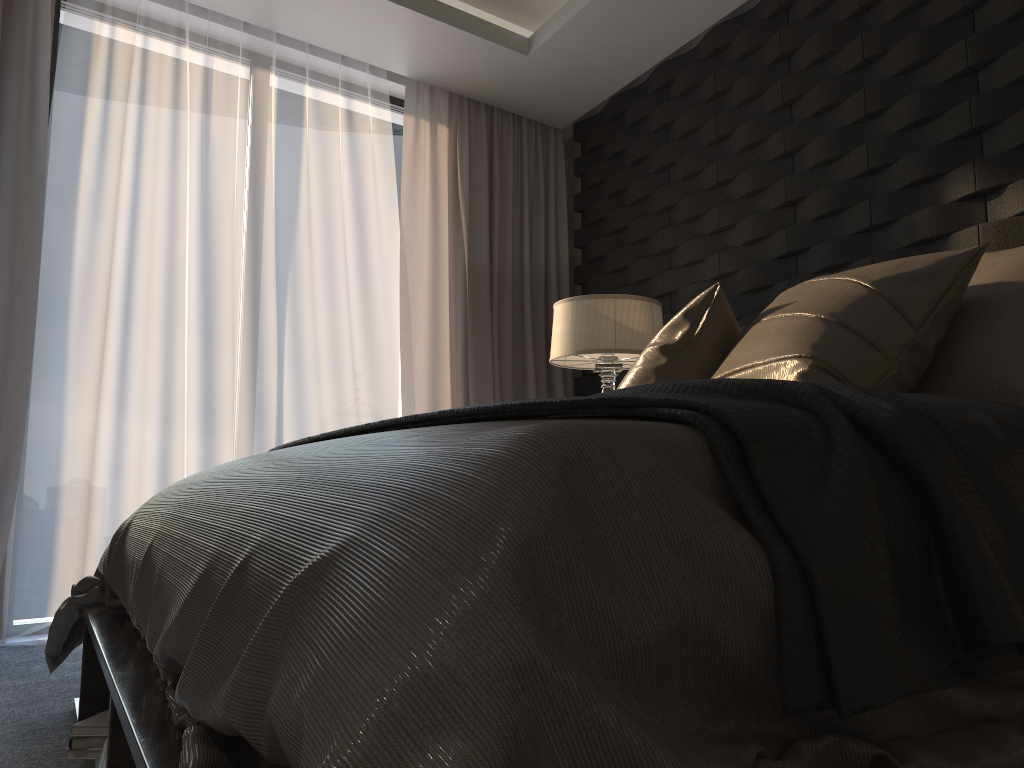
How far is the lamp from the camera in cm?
324

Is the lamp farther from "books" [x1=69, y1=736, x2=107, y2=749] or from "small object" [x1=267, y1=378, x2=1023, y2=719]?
"books" [x1=69, y1=736, x2=107, y2=749]

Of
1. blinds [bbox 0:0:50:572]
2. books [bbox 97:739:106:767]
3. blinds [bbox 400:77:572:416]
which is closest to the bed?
books [bbox 97:739:106:767]

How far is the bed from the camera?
0.5 meters

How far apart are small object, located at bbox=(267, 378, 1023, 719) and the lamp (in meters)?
1.81

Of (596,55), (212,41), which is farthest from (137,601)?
(596,55)

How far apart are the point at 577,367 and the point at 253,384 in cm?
139

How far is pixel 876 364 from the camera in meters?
1.7 m

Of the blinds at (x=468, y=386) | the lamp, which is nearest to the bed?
the lamp

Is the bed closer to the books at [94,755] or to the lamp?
the books at [94,755]
